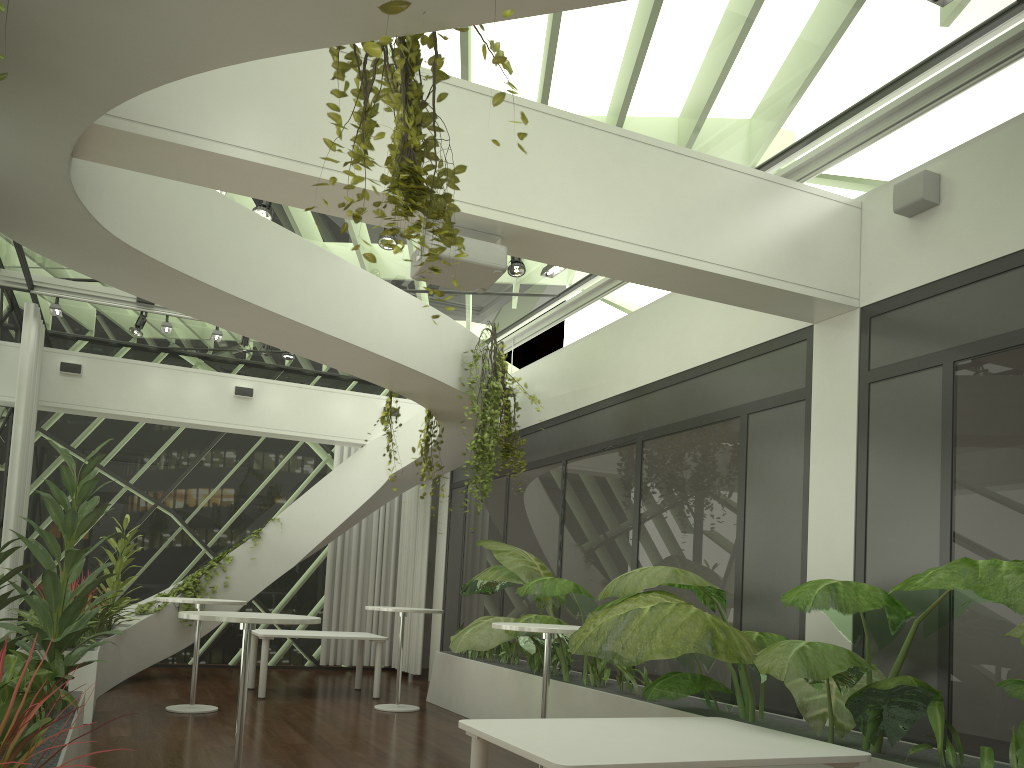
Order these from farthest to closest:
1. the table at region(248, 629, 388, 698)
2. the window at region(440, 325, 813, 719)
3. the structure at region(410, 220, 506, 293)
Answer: the table at region(248, 629, 388, 698) < the window at region(440, 325, 813, 719) < the structure at region(410, 220, 506, 293)

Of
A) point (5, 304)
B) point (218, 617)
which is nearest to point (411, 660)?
point (5, 304)

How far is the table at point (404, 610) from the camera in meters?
8.9 m

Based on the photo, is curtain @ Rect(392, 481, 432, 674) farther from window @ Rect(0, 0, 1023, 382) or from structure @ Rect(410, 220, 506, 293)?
structure @ Rect(410, 220, 506, 293)

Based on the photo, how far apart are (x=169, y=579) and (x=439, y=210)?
11.00m

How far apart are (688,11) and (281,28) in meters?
3.0 m

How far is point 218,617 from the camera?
4.9 meters

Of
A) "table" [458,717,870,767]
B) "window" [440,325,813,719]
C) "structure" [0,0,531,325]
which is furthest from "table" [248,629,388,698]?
"structure" [0,0,531,325]

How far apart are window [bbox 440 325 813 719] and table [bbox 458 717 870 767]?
1.59m

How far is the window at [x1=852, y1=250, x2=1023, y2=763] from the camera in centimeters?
450cm
